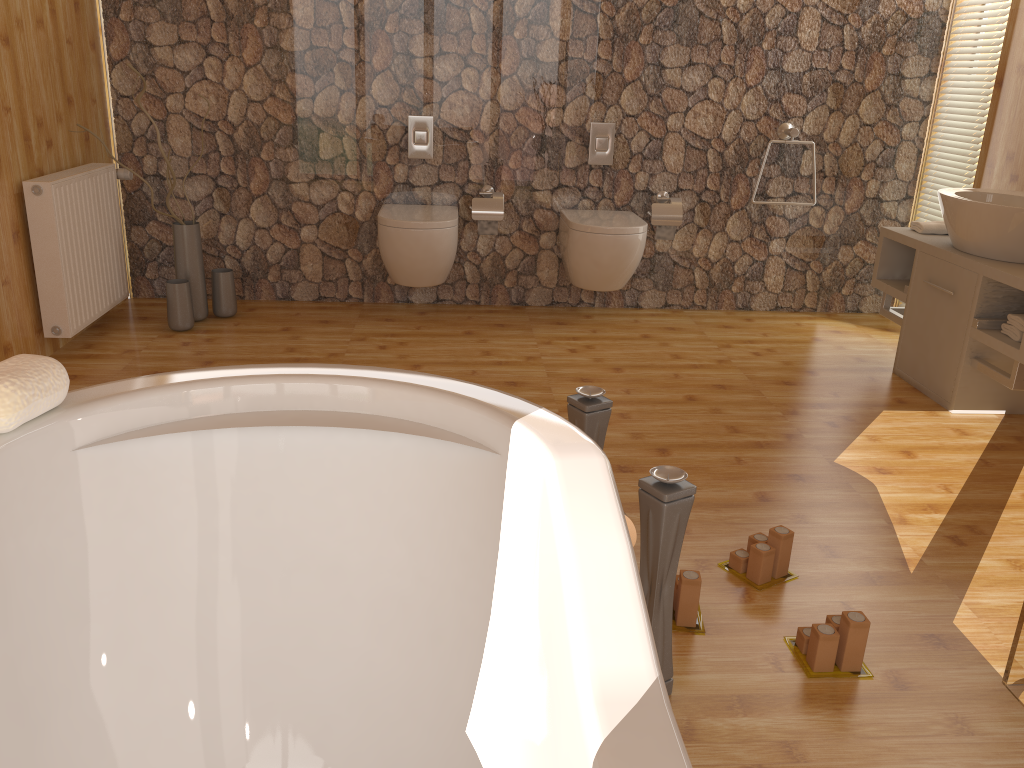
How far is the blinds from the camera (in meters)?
4.08

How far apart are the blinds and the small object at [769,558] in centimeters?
273cm

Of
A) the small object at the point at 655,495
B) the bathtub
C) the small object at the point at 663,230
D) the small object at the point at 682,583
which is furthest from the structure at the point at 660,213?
the bathtub

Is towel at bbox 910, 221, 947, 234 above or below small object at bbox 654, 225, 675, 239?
above

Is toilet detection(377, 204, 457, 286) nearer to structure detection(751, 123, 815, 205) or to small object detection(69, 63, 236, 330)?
small object detection(69, 63, 236, 330)

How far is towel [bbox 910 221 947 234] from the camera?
3.7m

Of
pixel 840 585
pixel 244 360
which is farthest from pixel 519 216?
pixel 840 585

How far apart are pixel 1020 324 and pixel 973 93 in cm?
157

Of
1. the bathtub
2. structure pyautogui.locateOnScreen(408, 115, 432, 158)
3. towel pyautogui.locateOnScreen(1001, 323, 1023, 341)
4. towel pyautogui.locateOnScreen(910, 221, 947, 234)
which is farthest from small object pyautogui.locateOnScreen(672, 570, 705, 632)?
structure pyautogui.locateOnScreen(408, 115, 432, 158)

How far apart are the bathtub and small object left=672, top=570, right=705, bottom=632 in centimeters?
73cm
